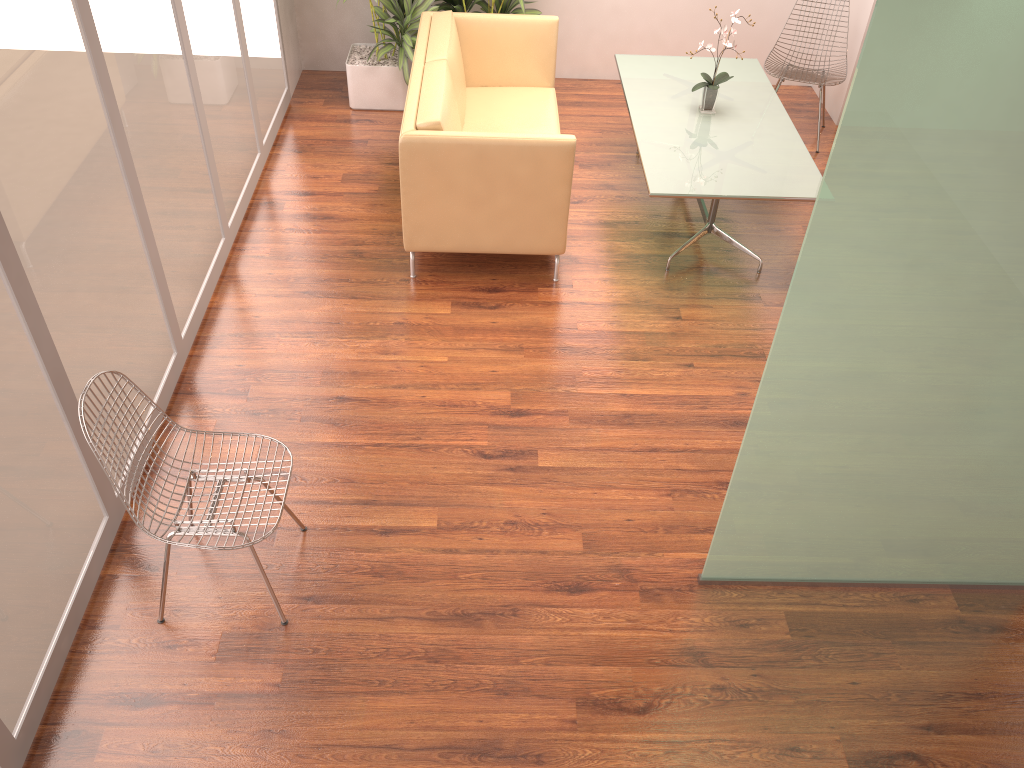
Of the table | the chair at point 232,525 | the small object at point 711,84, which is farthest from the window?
the small object at point 711,84

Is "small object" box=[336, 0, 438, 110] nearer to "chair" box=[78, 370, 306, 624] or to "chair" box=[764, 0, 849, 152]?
"chair" box=[764, 0, 849, 152]

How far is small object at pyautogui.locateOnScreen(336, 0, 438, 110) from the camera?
6.10m

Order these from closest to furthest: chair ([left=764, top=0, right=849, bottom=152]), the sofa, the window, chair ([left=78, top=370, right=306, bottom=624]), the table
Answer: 1. the window
2. chair ([left=78, top=370, right=306, bottom=624])
3. the sofa
4. the table
5. chair ([left=764, top=0, right=849, bottom=152])

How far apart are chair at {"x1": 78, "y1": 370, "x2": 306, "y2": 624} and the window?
0.3m

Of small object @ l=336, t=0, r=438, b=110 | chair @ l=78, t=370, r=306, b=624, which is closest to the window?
chair @ l=78, t=370, r=306, b=624

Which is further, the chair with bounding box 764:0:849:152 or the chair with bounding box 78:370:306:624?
the chair with bounding box 764:0:849:152

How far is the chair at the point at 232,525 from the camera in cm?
290

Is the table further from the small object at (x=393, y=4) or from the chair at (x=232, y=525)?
the chair at (x=232, y=525)

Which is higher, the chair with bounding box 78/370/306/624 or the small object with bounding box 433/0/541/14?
the small object with bounding box 433/0/541/14
